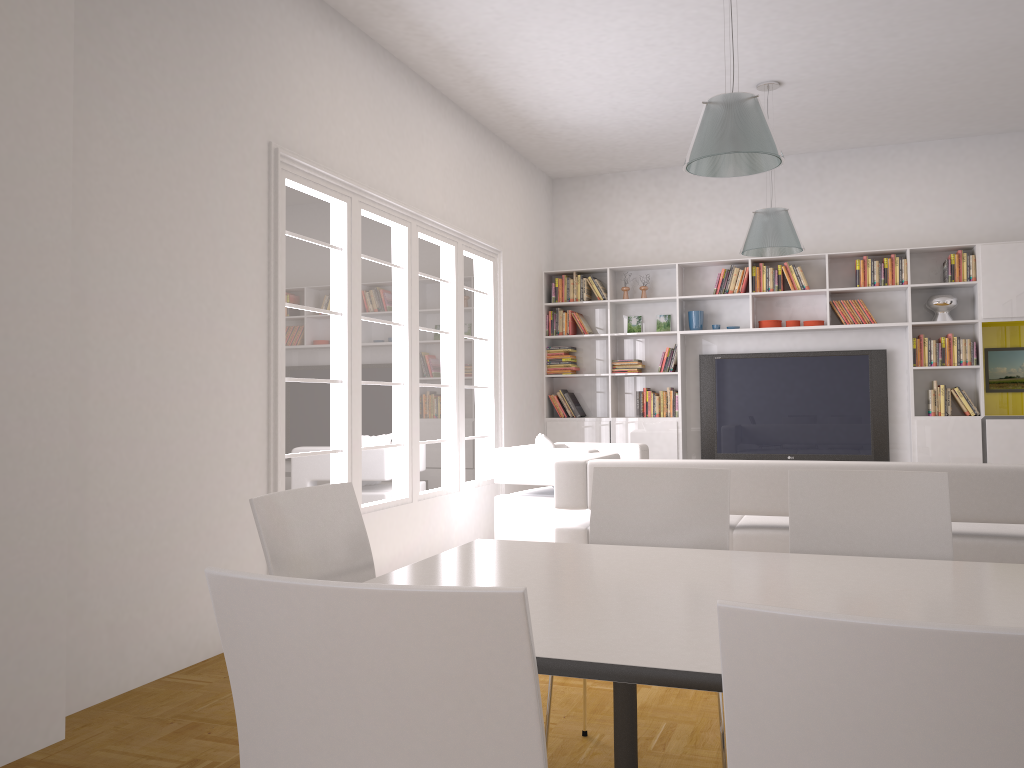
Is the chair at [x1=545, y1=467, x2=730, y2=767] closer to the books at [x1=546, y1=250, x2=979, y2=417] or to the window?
the window

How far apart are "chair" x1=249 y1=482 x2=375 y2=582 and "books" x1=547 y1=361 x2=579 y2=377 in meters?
6.3 m

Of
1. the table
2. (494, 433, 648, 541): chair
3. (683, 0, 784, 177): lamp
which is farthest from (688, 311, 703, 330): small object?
the table

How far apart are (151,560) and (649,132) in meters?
5.6 m

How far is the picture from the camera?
7.6m

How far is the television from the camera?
8.0 meters

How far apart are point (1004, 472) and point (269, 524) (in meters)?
3.37

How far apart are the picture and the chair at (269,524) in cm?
687

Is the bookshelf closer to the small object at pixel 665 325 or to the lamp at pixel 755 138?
the small object at pixel 665 325

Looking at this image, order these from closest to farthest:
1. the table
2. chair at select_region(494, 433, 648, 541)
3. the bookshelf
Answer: the table, chair at select_region(494, 433, 648, 541), the bookshelf
